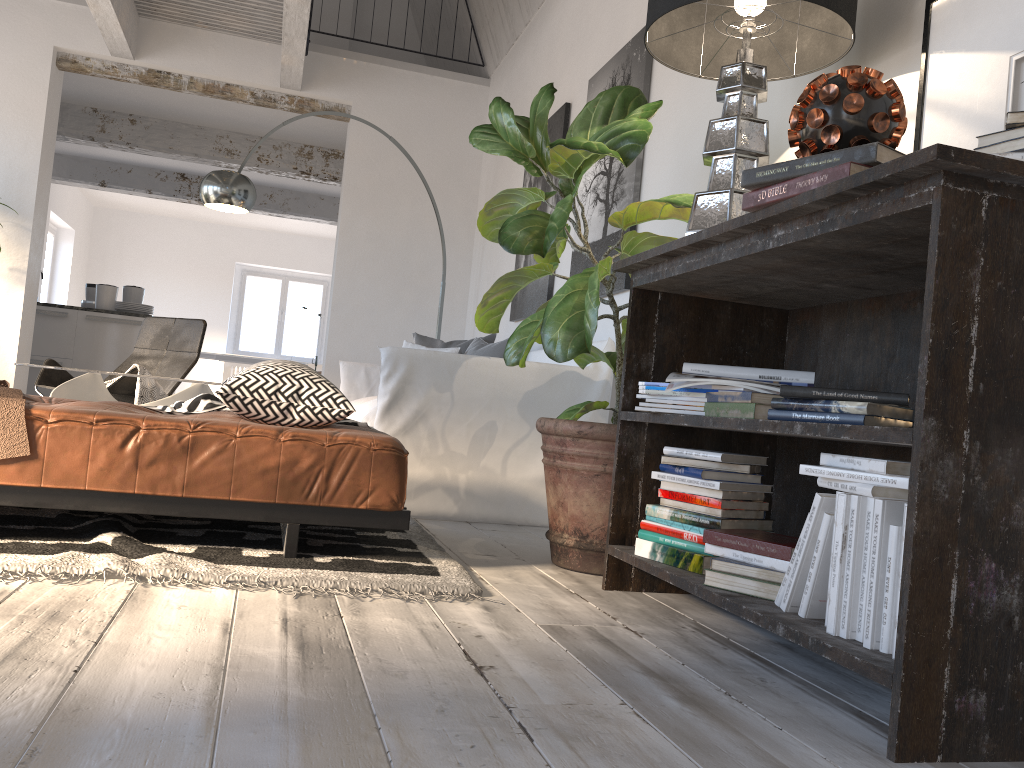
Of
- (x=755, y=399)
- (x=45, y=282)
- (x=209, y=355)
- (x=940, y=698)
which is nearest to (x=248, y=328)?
(x=209, y=355)

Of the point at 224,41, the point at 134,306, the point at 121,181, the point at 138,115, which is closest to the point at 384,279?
the point at 224,41

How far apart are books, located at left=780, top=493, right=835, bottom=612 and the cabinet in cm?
716

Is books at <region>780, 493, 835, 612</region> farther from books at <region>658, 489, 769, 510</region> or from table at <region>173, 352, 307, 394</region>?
table at <region>173, 352, 307, 394</region>

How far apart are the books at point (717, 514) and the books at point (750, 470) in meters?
0.1 m

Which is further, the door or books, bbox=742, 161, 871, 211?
the door

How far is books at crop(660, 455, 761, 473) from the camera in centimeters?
208cm

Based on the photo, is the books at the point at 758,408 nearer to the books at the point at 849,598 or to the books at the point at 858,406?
the books at the point at 858,406

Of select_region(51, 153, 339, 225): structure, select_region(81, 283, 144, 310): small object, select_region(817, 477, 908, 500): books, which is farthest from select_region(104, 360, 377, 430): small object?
select_region(51, 153, 339, 225): structure

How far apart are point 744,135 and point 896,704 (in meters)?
1.41
